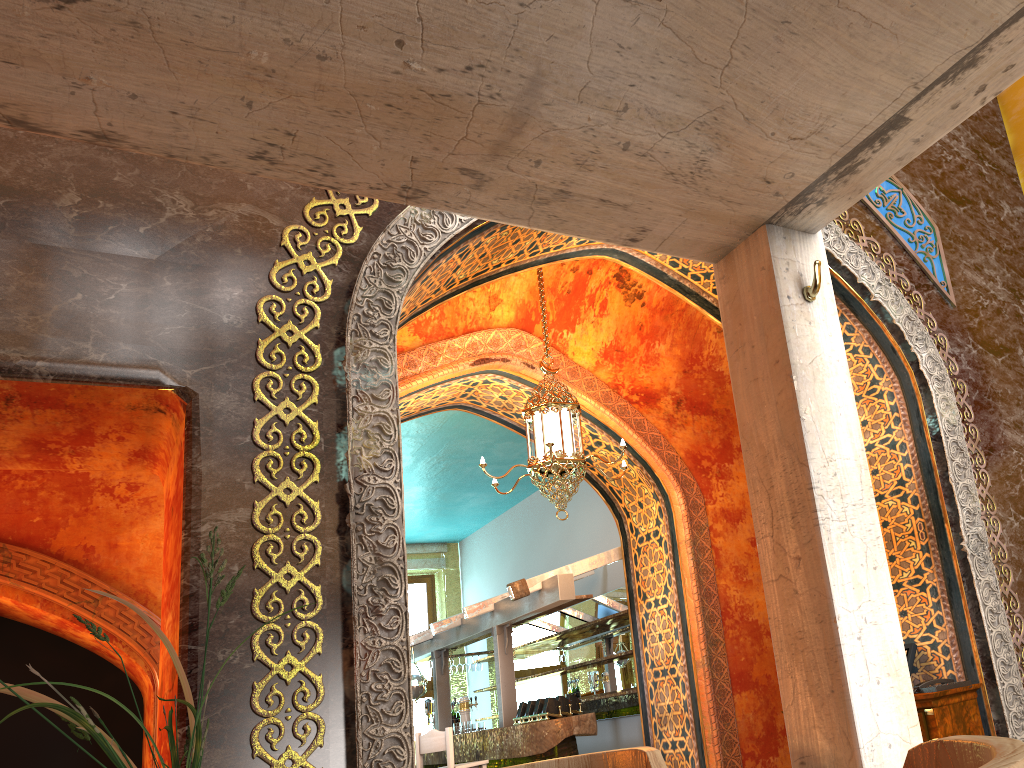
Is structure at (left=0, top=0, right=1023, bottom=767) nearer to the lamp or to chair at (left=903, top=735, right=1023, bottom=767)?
chair at (left=903, top=735, right=1023, bottom=767)

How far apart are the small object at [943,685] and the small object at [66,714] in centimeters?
466cm

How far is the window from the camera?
14.3m

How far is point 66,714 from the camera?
1.2m

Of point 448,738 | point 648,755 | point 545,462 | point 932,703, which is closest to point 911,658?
point 932,703

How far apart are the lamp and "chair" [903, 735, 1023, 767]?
5.17m

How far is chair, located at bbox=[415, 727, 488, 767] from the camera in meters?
8.5

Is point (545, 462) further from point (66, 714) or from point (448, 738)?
point (66, 714)

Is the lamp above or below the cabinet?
above

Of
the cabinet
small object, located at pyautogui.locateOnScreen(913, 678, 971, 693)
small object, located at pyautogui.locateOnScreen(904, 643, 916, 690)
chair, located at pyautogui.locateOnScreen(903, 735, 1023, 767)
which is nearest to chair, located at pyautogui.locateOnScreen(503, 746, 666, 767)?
chair, located at pyautogui.locateOnScreen(903, 735, 1023, 767)
